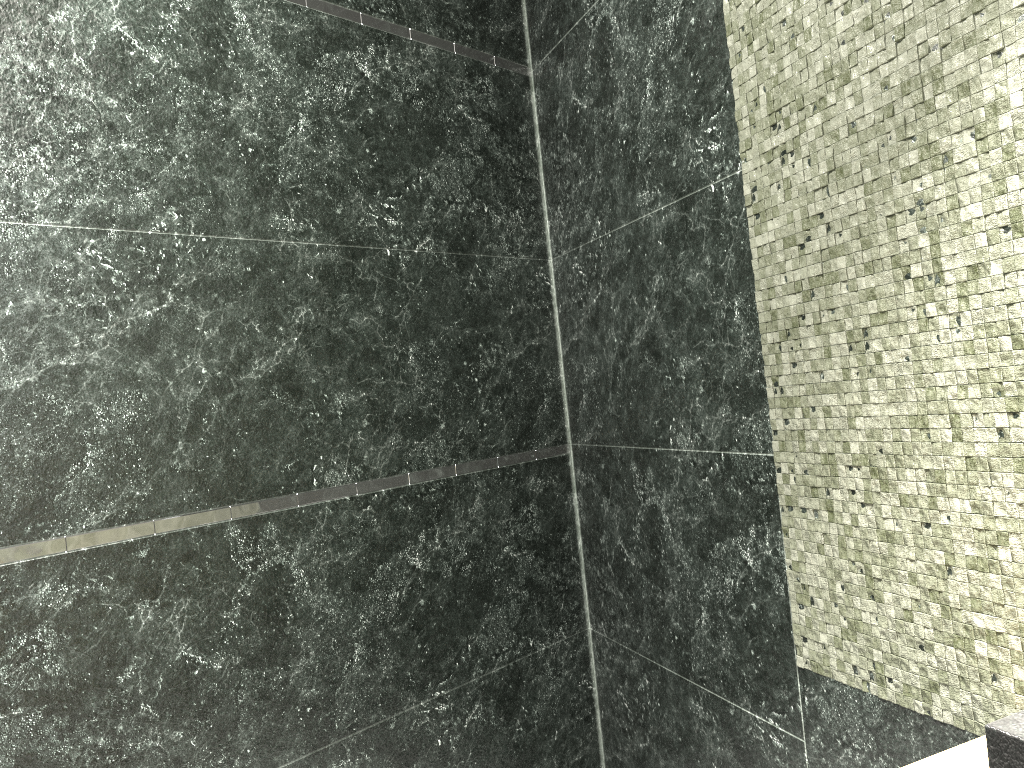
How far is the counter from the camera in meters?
0.4

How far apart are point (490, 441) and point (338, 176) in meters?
0.8

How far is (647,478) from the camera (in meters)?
2.14

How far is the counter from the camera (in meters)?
0.41

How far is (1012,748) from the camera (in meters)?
0.41
